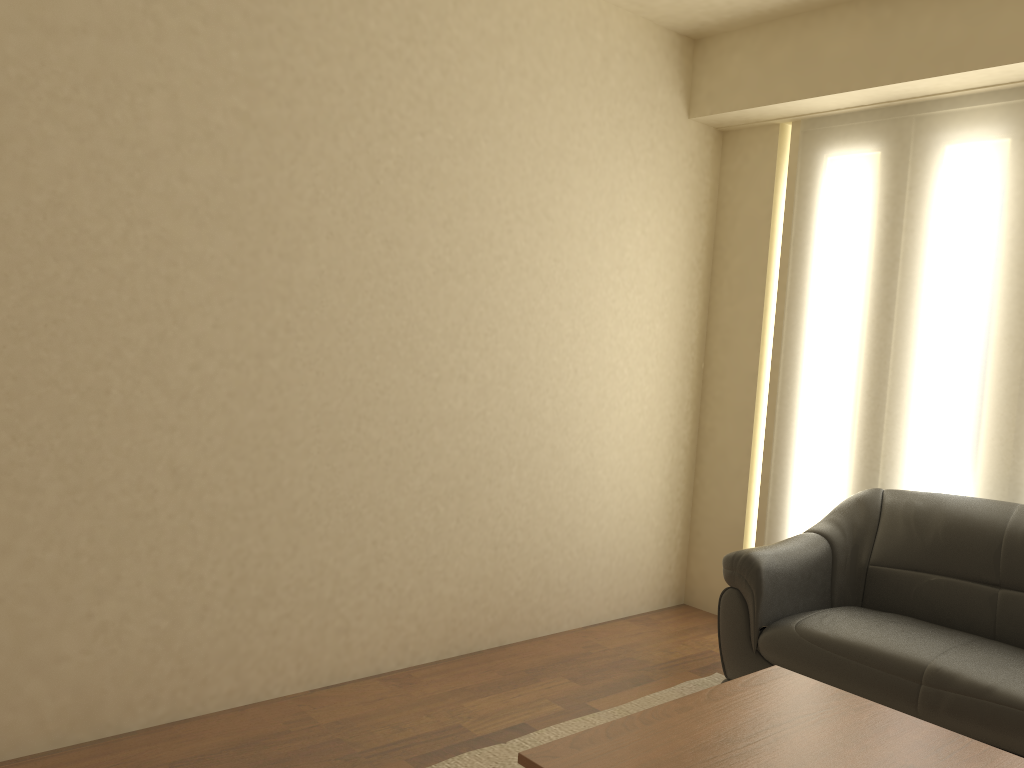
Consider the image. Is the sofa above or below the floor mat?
above

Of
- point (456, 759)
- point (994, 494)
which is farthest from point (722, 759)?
point (994, 494)

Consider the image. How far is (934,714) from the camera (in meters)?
2.84

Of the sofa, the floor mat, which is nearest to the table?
the sofa

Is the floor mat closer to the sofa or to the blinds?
the sofa

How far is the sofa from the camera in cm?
284

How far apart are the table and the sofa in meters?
0.5

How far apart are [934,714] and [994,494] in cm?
124

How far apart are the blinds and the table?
1.6m

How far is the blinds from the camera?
3.7m
